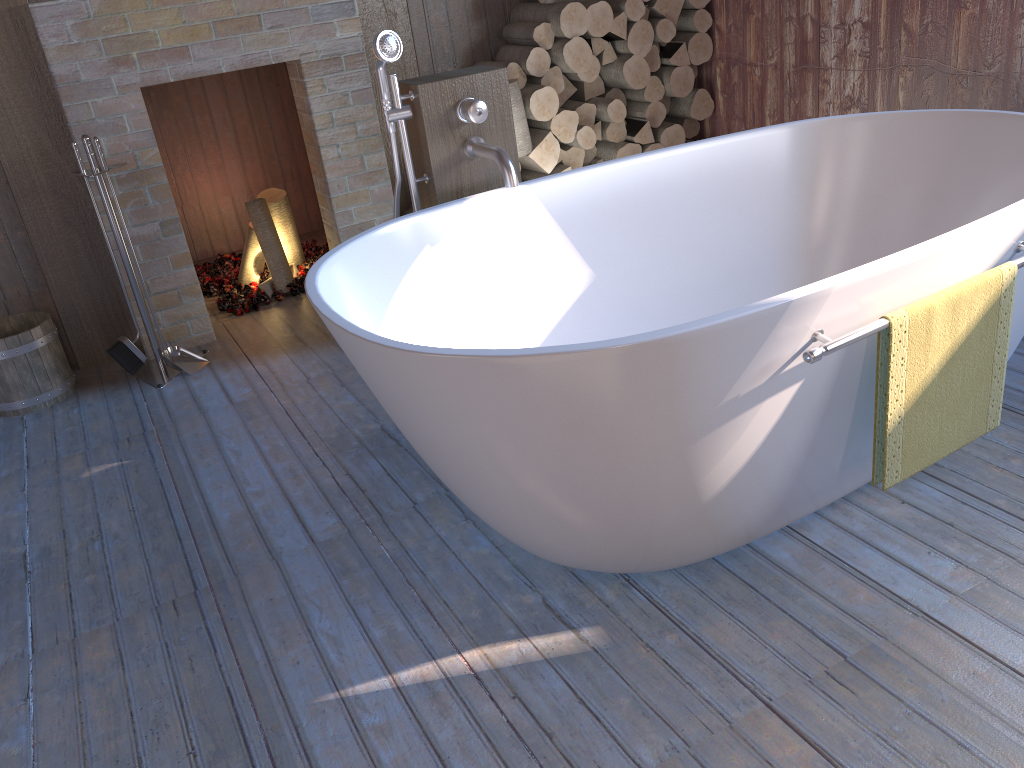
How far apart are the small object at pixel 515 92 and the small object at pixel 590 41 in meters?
0.4

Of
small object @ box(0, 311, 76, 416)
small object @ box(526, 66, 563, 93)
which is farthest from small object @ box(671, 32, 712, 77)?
small object @ box(0, 311, 76, 416)

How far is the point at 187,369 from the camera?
3.3 meters

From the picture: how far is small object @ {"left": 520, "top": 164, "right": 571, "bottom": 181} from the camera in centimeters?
378cm

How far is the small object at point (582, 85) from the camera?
3.8m

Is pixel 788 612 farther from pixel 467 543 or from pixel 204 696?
pixel 204 696

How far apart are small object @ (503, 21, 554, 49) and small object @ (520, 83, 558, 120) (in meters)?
0.16

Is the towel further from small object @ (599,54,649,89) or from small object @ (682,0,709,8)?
small object @ (682,0,709,8)

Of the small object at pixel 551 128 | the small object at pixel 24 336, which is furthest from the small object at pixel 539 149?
the small object at pixel 24 336

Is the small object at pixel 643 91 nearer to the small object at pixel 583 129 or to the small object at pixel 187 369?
the small object at pixel 583 129
